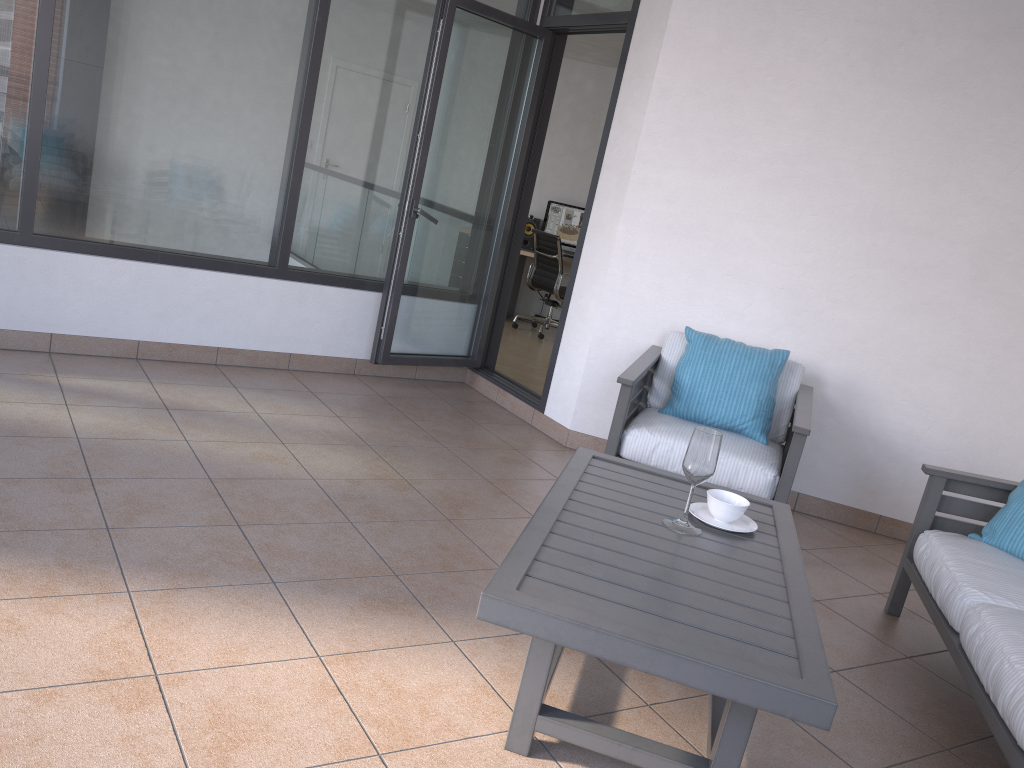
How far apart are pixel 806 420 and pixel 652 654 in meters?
2.2

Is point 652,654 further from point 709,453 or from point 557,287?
point 557,287

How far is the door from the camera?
4.72m

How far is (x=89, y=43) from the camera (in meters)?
4.09

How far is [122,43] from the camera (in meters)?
4.16

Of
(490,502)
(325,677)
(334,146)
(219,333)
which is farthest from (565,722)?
(334,146)

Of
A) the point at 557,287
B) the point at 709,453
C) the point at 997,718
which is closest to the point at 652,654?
the point at 709,453

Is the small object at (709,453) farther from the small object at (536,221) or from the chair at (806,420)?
the small object at (536,221)

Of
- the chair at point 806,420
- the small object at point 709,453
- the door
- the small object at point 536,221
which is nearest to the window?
the door

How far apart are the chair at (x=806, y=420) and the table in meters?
0.8
